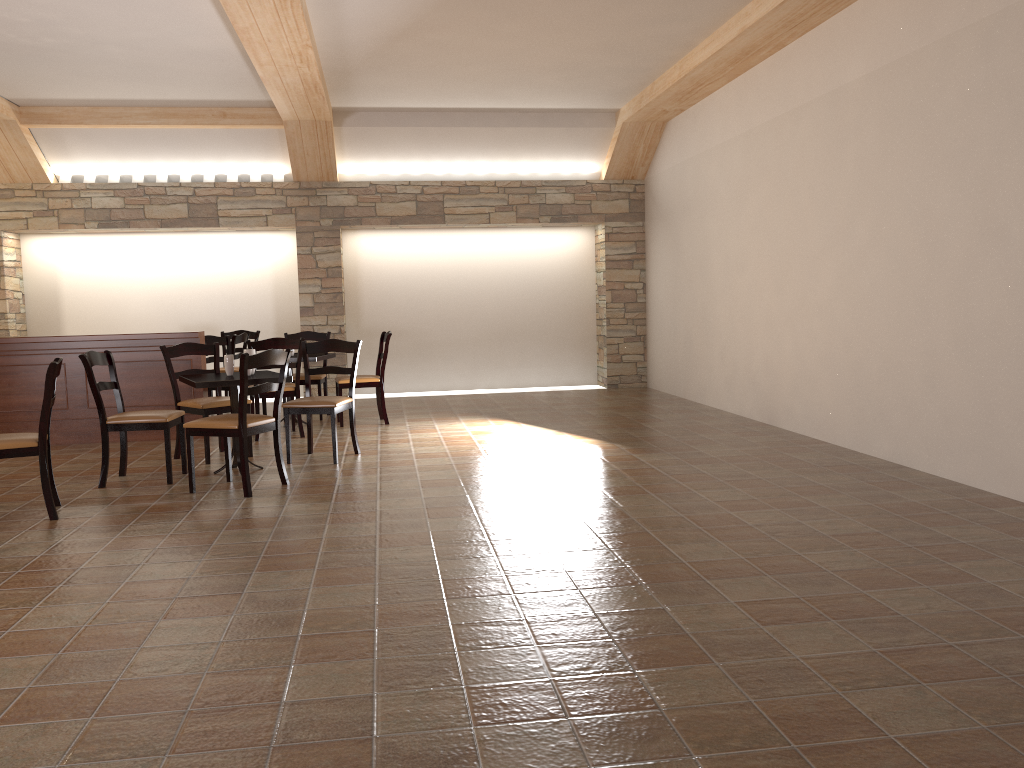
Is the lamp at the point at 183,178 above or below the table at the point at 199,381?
above

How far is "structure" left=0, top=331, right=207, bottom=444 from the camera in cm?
731

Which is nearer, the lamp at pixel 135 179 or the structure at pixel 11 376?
the structure at pixel 11 376

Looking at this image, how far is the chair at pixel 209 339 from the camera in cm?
840

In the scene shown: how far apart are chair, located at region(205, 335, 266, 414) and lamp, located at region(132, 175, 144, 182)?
2.8m

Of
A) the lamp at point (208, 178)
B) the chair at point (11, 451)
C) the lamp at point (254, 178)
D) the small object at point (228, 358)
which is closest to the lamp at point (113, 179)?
the lamp at point (208, 178)

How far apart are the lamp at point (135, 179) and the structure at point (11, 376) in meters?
3.3 m

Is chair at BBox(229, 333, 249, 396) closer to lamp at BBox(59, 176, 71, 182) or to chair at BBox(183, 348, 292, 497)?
lamp at BBox(59, 176, 71, 182)

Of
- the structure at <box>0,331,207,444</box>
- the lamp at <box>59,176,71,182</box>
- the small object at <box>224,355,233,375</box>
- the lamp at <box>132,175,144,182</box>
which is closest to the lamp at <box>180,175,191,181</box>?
the lamp at <box>132,175,144,182</box>

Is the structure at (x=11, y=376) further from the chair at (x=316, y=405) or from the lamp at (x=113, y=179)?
the lamp at (x=113, y=179)
